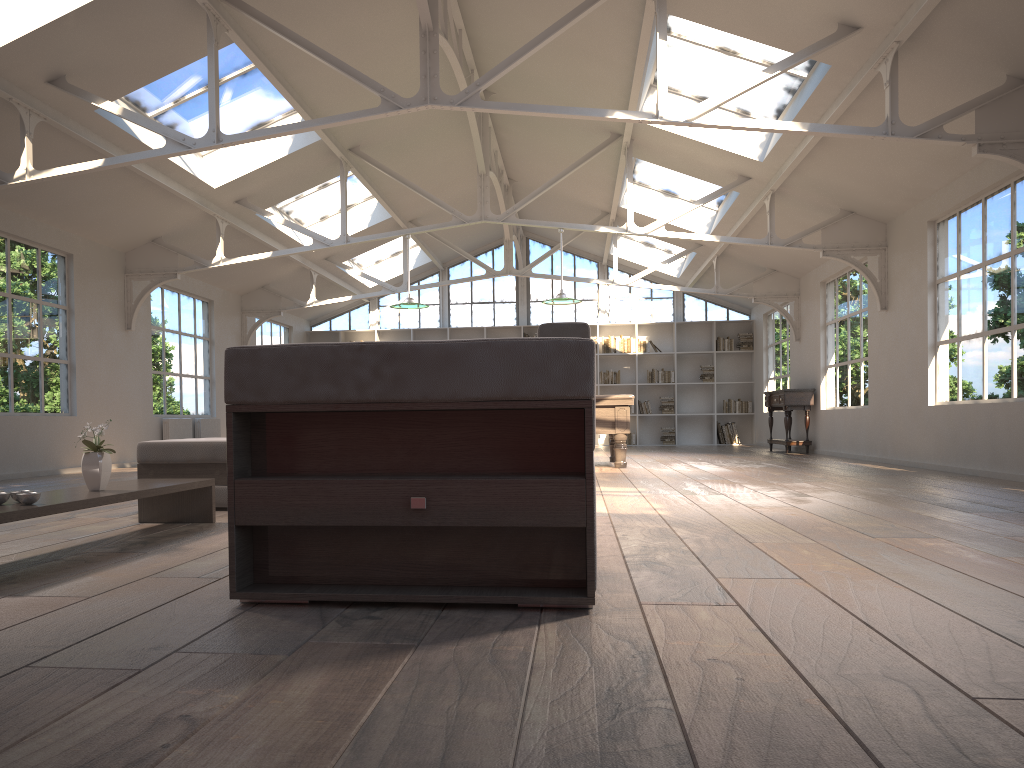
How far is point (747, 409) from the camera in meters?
16.8

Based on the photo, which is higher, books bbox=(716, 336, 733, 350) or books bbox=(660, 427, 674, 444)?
books bbox=(716, 336, 733, 350)

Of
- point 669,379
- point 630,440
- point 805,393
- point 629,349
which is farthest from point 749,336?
point 805,393

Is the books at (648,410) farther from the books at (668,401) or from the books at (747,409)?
the books at (747,409)

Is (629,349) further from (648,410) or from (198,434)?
(198,434)

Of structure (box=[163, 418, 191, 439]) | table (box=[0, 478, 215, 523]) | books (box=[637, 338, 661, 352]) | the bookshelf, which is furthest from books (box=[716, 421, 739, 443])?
table (box=[0, 478, 215, 523])

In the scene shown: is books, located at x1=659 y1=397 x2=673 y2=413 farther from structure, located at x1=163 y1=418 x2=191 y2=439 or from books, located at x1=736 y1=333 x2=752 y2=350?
structure, located at x1=163 y1=418 x2=191 y2=439

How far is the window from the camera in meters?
17.3 m

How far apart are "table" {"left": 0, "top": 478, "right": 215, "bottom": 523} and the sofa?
0.58m

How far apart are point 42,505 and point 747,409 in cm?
1506
